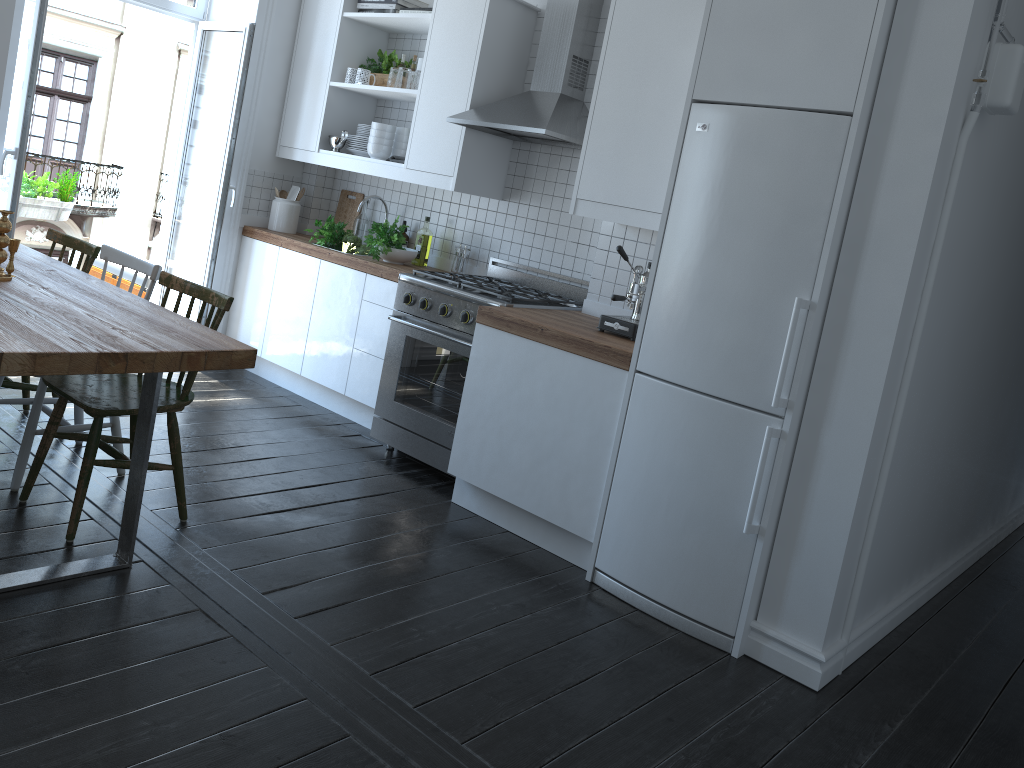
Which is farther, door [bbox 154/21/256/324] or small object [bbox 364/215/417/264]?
door [bbox 154/21/256/324]

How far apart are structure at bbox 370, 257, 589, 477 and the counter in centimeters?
8cm

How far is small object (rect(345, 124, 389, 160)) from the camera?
5.0 meters

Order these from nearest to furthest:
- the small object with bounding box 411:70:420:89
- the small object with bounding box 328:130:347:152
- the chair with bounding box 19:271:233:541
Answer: the chair with bounding box 19:271:233:541 < the small object with bounding box 411:70:420:89 < the small object with bounding box 328:130:347:152

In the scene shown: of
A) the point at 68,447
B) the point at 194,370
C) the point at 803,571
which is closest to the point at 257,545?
the point at 194,370

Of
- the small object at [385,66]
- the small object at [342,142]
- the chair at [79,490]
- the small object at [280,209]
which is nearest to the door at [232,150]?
the small object at [280,209]

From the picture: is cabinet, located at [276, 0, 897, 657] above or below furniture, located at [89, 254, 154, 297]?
above

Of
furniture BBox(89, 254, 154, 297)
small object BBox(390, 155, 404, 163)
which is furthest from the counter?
furniture BBox(89, 254, 154, 297)

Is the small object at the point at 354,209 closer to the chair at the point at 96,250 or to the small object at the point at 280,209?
the small object at the point at 280,209

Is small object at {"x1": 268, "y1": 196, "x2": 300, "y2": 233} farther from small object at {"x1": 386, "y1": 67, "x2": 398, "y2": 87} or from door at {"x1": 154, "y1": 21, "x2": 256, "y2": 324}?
small object at {"x1": 386, "y1": 67, "x2": 398, "y2": 87}
